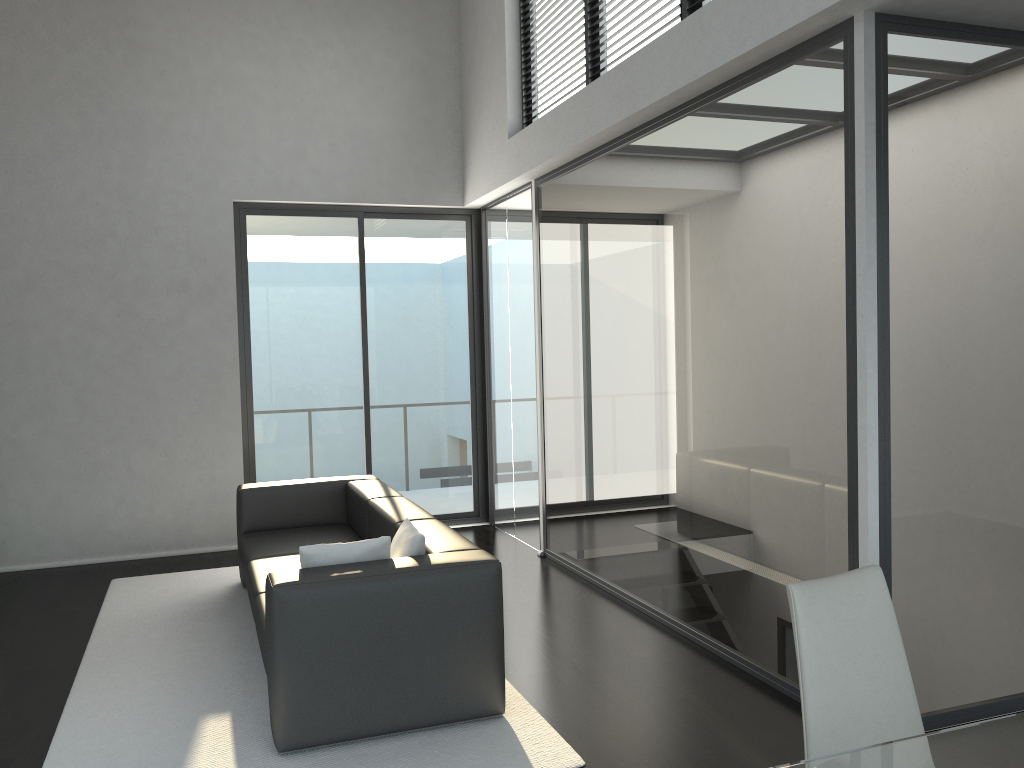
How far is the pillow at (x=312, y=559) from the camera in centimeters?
356cm

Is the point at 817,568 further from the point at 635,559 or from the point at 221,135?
the point at 221,135

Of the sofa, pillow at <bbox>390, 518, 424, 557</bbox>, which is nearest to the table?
the sofa

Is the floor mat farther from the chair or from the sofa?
the chair

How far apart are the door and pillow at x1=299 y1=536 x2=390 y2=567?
3.7 meters

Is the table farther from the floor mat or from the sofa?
the sofa

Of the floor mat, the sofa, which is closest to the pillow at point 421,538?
the sofa

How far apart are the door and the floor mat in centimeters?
103cm

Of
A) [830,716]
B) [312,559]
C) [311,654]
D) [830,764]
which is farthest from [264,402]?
[830,764]

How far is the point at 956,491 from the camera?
3.4m
